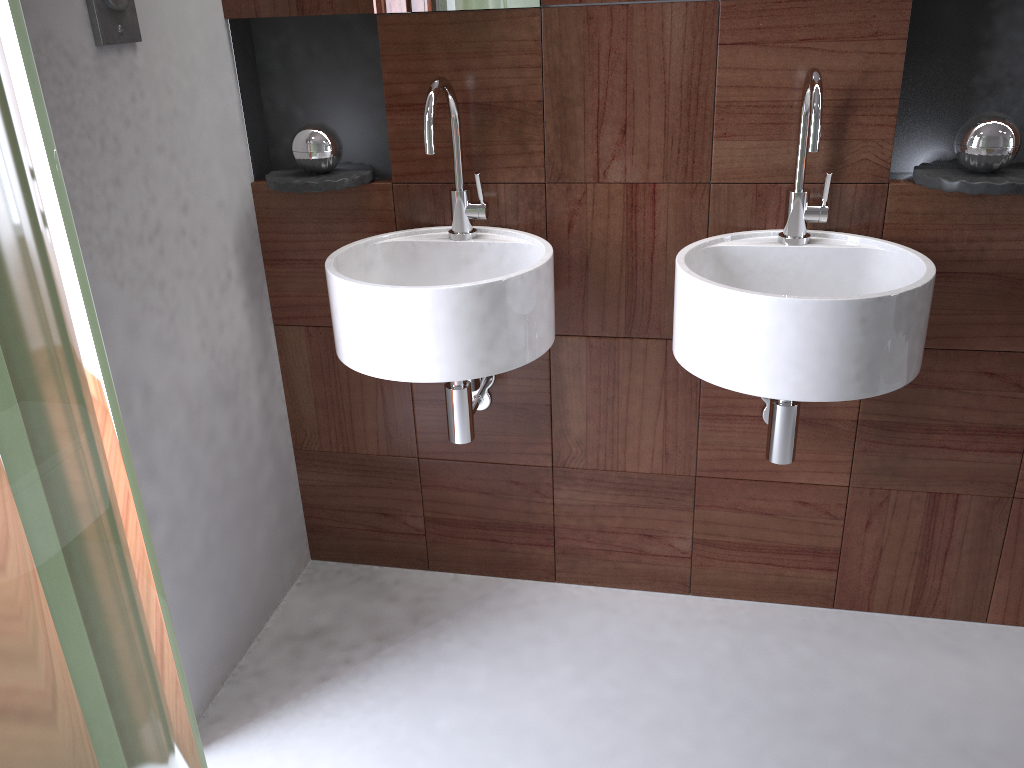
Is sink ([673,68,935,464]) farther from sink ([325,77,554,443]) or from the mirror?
the mirror

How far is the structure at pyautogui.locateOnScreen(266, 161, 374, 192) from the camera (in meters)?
1.73

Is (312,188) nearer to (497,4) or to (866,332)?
(497,4)

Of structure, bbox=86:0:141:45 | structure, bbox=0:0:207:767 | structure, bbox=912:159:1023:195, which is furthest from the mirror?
structure, bbox=0:0:207:767

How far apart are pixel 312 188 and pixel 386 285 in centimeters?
40cm

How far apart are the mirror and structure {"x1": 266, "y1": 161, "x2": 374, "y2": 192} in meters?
0.3

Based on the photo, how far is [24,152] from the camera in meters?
0.3

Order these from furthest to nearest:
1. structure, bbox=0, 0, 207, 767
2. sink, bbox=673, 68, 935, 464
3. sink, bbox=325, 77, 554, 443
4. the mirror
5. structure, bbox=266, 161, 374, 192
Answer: structure, bbox=266, 161, 374, 192 → the mirror → sink, bbox=325, 77, 554, 443 → sink, bbox=673, 68, 935, 464 → structure, bbox=0, 0, 207, 767

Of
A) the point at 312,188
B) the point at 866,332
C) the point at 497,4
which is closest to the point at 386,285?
the point at 312,188

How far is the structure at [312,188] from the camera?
1.73m
